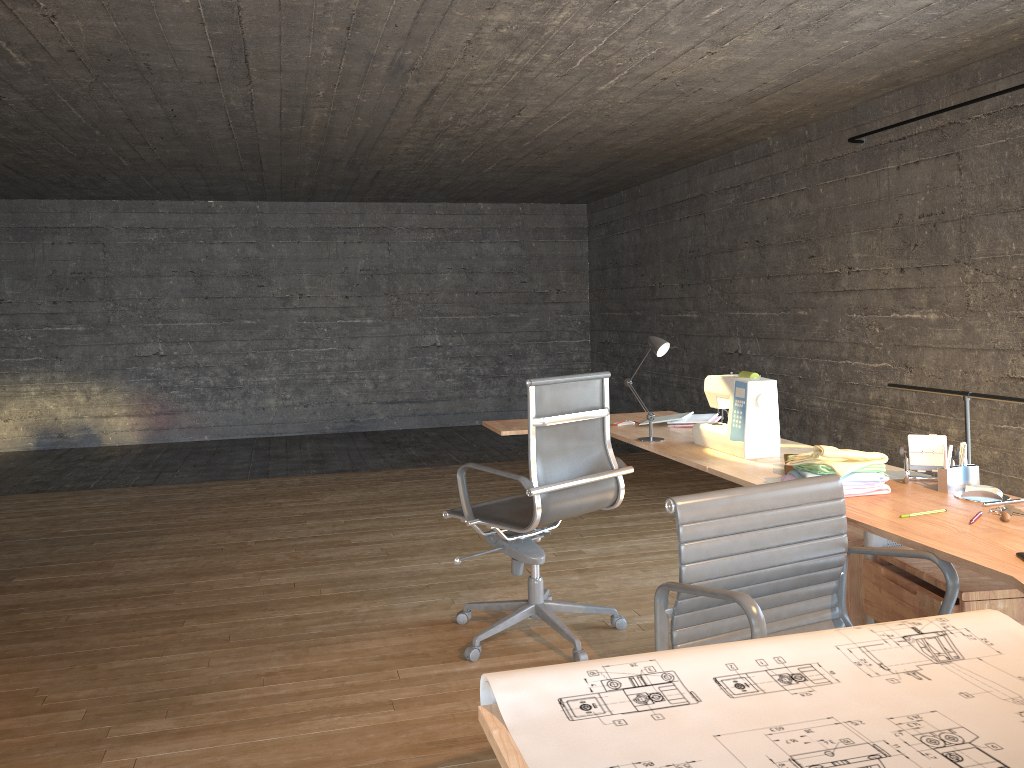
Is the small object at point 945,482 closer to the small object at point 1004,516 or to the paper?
the small object at point 1004,516

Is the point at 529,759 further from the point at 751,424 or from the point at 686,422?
the point at 686,422

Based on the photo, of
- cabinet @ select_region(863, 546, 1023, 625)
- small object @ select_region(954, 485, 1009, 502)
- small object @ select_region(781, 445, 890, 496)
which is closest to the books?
small object @ select_region(781, 445, 890, 496)

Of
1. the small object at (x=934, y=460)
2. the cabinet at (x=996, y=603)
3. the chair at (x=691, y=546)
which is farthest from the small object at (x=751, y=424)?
the chair at (x=691, y=546)

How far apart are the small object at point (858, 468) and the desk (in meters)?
0.02

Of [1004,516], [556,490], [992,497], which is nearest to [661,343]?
[556,490]

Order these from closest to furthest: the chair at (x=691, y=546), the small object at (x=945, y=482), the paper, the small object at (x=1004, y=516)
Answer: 1. the paper
2. the chair at (x=691, y=546)
3. the small object at (x=1004, y=516)
4. the small object at (x=945, y=482)

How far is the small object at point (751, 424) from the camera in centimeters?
301cm

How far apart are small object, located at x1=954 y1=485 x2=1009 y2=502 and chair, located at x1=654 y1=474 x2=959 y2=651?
0.5m

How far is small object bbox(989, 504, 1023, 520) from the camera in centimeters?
210cm
